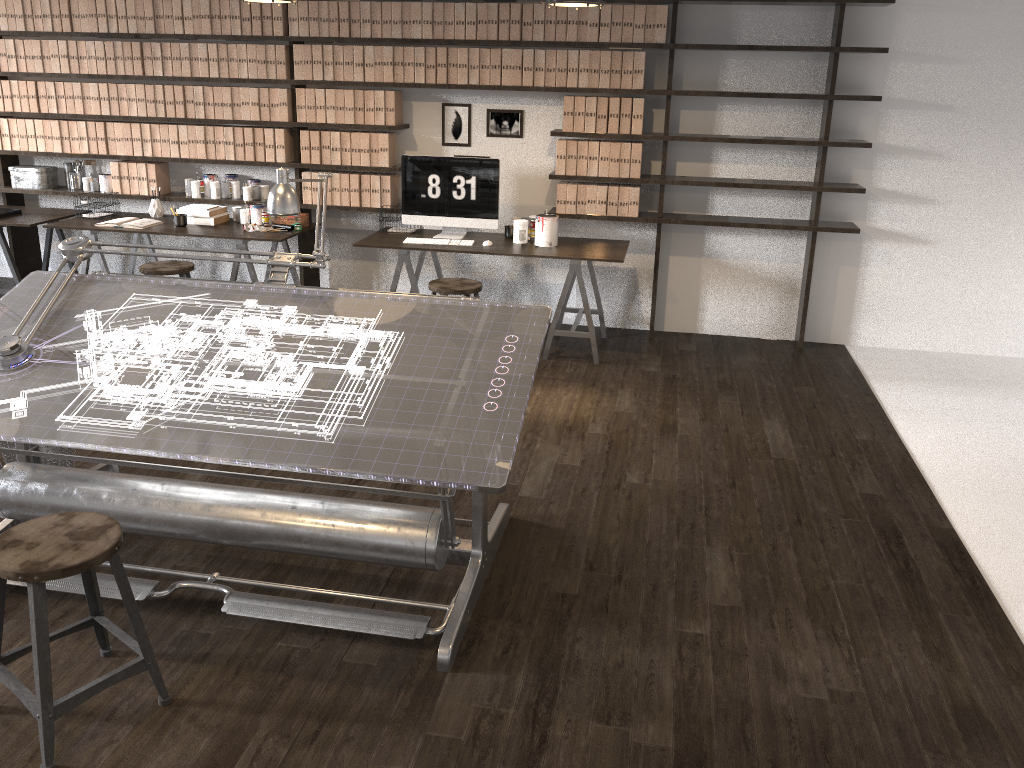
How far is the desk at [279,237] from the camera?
5.6 meters

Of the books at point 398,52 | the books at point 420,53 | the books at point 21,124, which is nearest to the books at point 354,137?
the books at point 398,52

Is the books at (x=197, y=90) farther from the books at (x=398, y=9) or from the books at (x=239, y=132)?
the books at (x=398, y=9)

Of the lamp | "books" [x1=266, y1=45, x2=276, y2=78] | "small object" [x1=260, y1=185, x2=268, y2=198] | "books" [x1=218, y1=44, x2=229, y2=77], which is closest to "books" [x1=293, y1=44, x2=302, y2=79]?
"books" [x1=266, y1=45, x2=276, y2=78]

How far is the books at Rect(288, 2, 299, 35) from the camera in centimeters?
566cm

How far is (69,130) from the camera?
6.2m

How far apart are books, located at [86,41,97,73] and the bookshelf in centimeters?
67cm

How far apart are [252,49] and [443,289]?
2.3m

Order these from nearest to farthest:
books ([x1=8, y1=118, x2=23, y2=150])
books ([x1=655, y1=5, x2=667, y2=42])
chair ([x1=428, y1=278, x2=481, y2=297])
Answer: chair ([x1=428, y1=278, x2=481, y2=297]), books ([x1=655, y1=5, x2=667, y2=42]), books ([x1=8, y1=118, x2=23, y2=150])

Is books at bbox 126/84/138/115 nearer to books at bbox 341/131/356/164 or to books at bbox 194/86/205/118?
books at bbox 194/86/205/118
